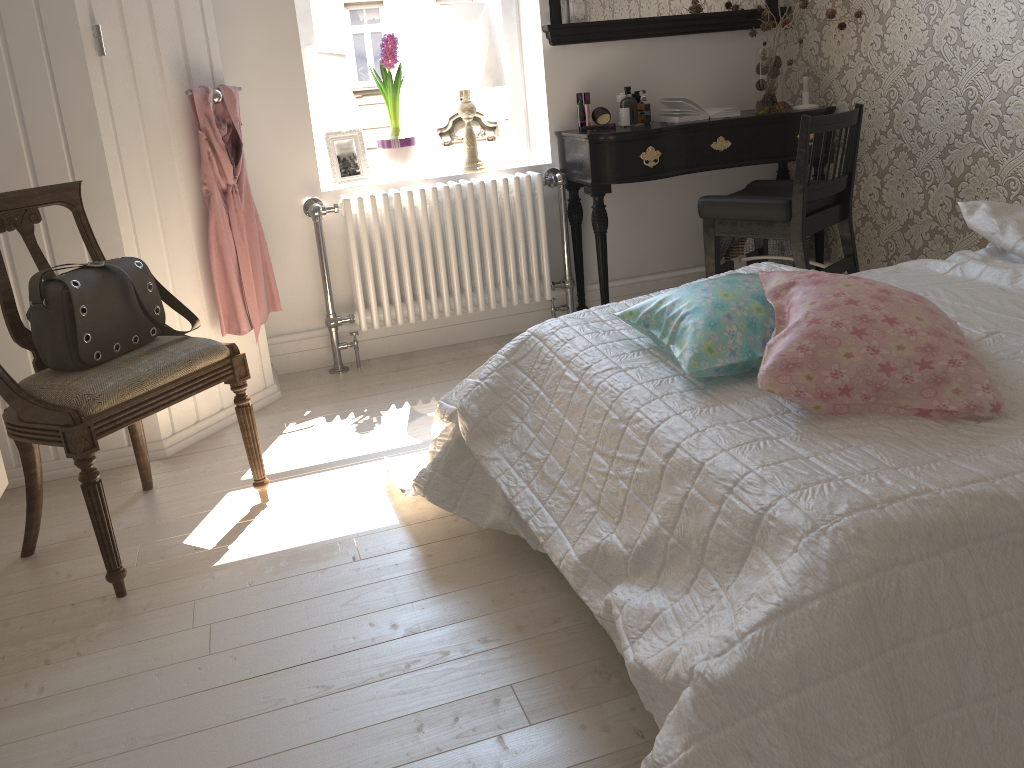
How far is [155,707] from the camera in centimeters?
167cm

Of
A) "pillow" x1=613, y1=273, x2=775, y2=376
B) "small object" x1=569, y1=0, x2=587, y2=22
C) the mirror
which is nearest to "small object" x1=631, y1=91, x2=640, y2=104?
the mirror

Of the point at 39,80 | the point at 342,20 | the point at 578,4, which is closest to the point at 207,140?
the point at 39,80

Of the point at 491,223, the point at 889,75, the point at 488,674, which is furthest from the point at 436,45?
the point at 488,674

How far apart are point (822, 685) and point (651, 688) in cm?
30

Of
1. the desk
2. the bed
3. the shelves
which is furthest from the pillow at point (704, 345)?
the desk

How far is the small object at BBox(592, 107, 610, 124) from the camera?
3.5 meters

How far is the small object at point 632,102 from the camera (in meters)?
3.41

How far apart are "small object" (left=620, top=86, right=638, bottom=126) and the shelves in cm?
246

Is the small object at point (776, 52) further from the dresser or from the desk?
the dresser
